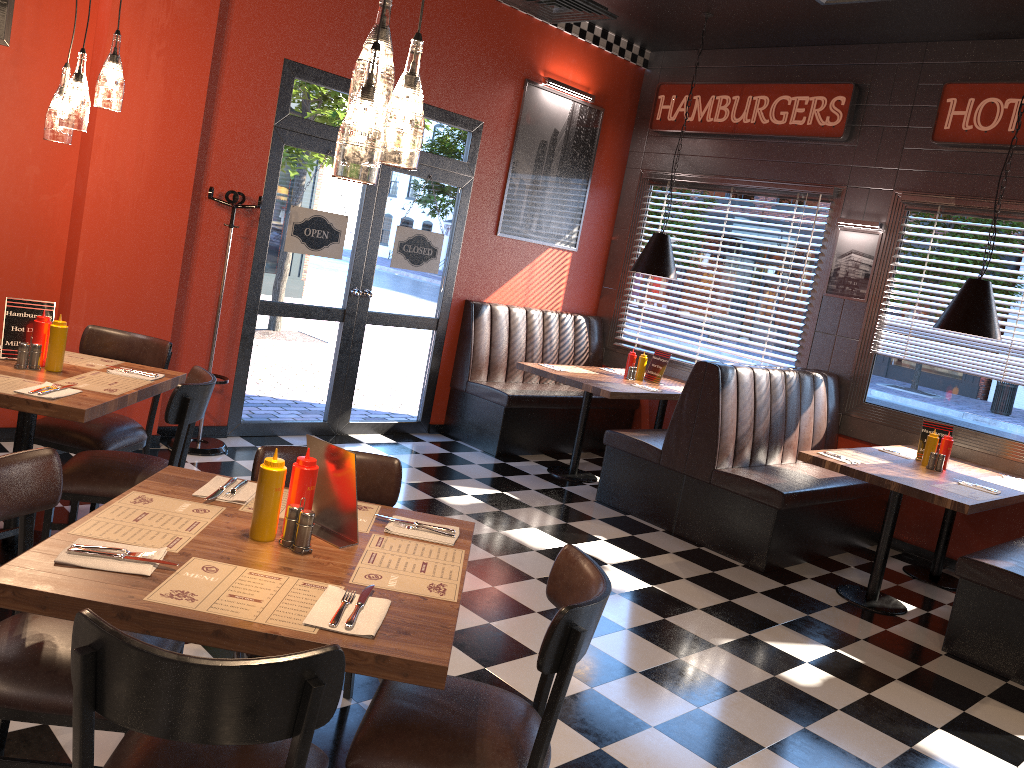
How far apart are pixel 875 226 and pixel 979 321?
1.6m

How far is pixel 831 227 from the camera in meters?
6.9

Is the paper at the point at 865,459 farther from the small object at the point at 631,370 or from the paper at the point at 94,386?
the paper at the point at 94,386

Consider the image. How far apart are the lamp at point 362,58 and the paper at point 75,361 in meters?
2.4

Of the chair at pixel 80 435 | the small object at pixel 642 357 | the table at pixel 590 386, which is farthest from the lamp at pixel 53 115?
the small object at pixel 642 357

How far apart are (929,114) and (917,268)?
1.1m

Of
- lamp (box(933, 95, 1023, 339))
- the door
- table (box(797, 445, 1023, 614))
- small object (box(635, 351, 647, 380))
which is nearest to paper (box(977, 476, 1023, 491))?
table (box(797, 445, 1023, 614))

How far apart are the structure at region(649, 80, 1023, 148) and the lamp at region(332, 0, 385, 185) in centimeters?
535cm

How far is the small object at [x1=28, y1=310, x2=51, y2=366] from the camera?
3.7m

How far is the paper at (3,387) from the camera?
3.27m
